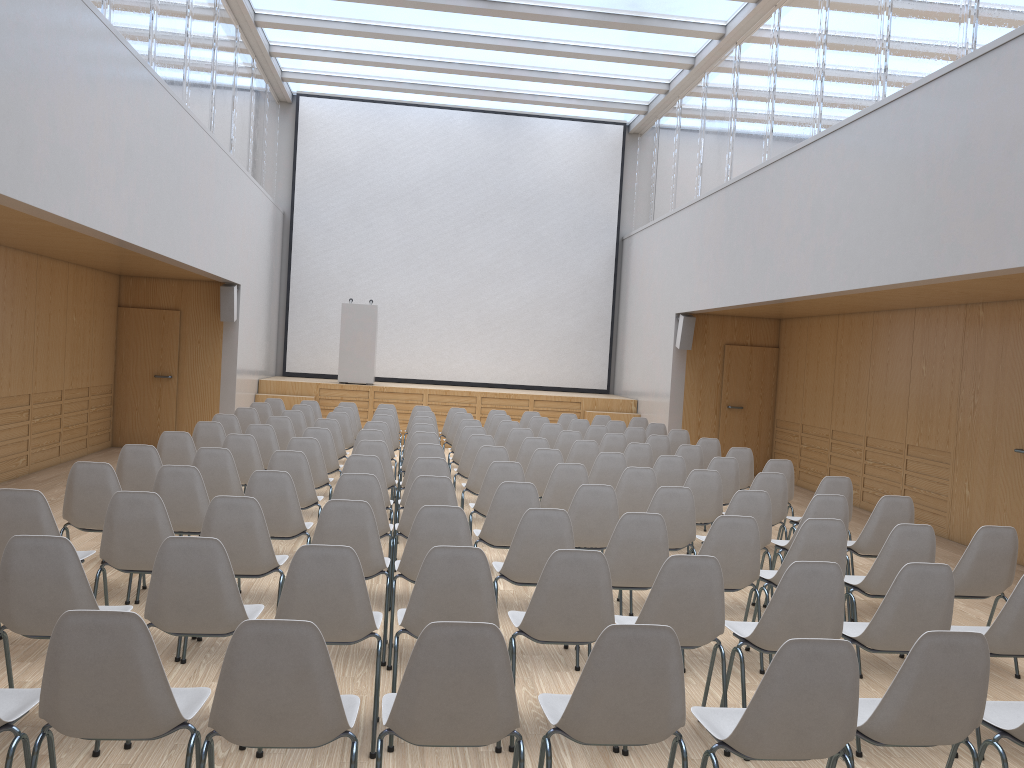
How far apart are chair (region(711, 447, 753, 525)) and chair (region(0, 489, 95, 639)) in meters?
6.1

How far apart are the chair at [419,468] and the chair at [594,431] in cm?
442

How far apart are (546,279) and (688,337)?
4.5 meters

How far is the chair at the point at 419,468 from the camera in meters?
6.6 m

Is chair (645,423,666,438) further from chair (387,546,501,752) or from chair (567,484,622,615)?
chair (387,546,501,752)

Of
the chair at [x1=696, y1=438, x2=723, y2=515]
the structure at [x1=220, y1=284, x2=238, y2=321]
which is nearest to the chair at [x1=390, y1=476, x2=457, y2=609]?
the chair at [x1=696, y1=438, x2=723, y2=515]

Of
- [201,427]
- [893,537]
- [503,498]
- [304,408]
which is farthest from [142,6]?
[893,537]

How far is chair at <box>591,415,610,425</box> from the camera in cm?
1287

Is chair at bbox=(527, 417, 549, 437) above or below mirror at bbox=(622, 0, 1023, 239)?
below

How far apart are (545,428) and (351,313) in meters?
5.7 m
